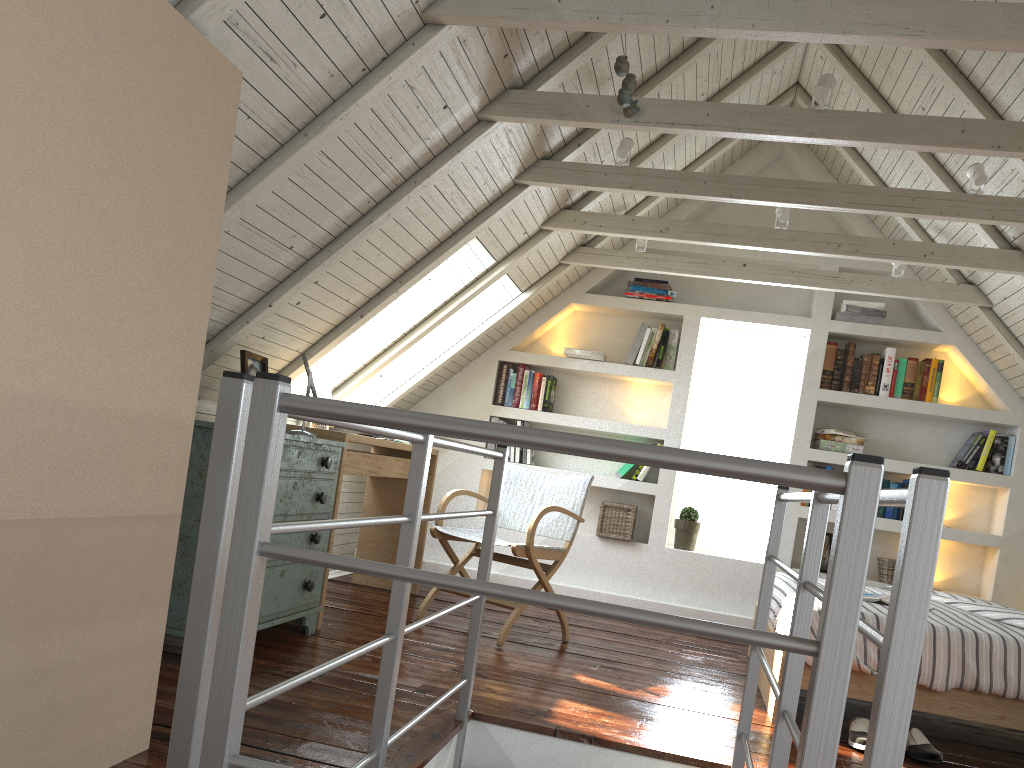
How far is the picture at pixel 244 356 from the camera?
3.00m

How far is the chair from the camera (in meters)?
3.76

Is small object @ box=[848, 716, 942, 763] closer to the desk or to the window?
the desk

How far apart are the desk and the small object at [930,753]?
2.07m

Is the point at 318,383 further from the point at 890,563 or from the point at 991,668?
the point at 890,563

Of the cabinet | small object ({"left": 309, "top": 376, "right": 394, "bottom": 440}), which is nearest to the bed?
the cabinet

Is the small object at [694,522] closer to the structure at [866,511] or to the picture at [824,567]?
the picture at [824,567]

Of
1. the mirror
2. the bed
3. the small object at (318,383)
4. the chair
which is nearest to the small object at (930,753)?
the bed

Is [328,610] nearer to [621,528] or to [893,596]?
[621,528]

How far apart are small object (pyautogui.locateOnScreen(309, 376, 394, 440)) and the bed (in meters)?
2.18
